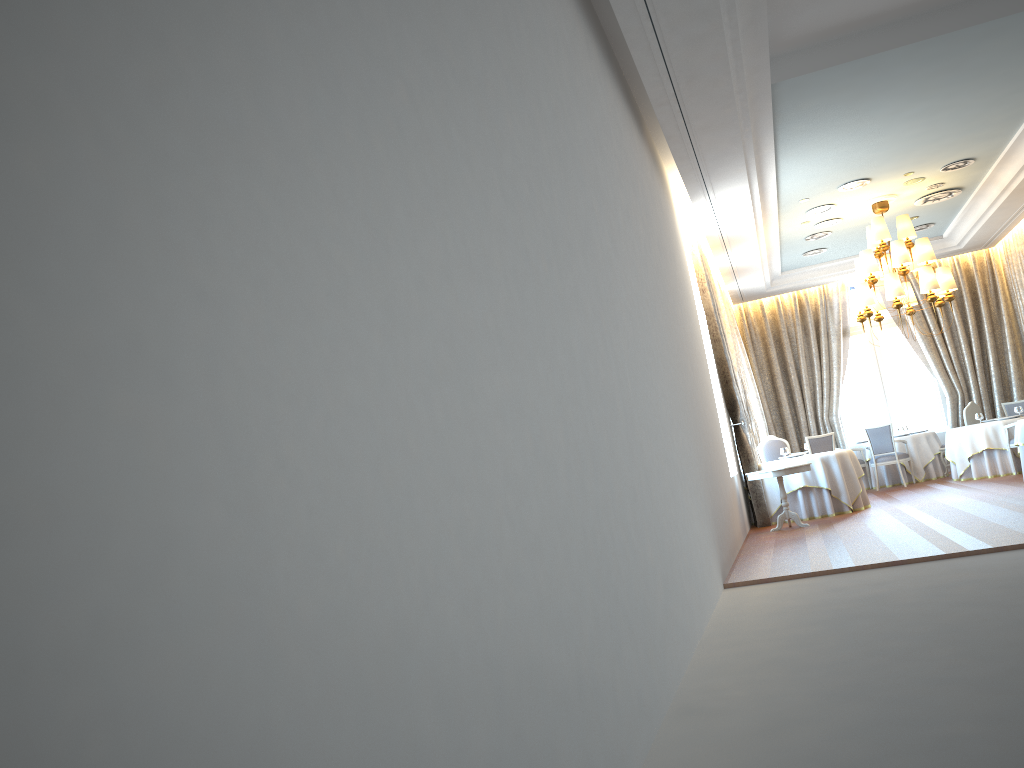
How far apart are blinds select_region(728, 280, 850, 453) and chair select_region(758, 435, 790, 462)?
4.1 meters

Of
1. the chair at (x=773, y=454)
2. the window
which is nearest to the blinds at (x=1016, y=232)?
the window

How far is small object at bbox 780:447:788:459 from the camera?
12.8m

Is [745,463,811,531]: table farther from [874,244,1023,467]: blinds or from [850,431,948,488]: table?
[874,244,1023,467]: blinds

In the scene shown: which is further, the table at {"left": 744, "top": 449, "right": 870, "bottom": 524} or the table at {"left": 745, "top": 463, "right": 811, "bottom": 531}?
the table at {"left": 744, "top": 449, "right": 870, "bottom": 524}

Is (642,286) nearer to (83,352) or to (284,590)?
(284,590)

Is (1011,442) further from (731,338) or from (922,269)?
(731,338)

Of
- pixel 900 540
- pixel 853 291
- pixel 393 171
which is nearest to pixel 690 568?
pixel 900 540

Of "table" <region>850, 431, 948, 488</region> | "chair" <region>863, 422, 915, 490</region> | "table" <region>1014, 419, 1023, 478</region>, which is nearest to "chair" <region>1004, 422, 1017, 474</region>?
"chair" <region>863, 422, 915, 490</region>

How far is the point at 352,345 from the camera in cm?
169
